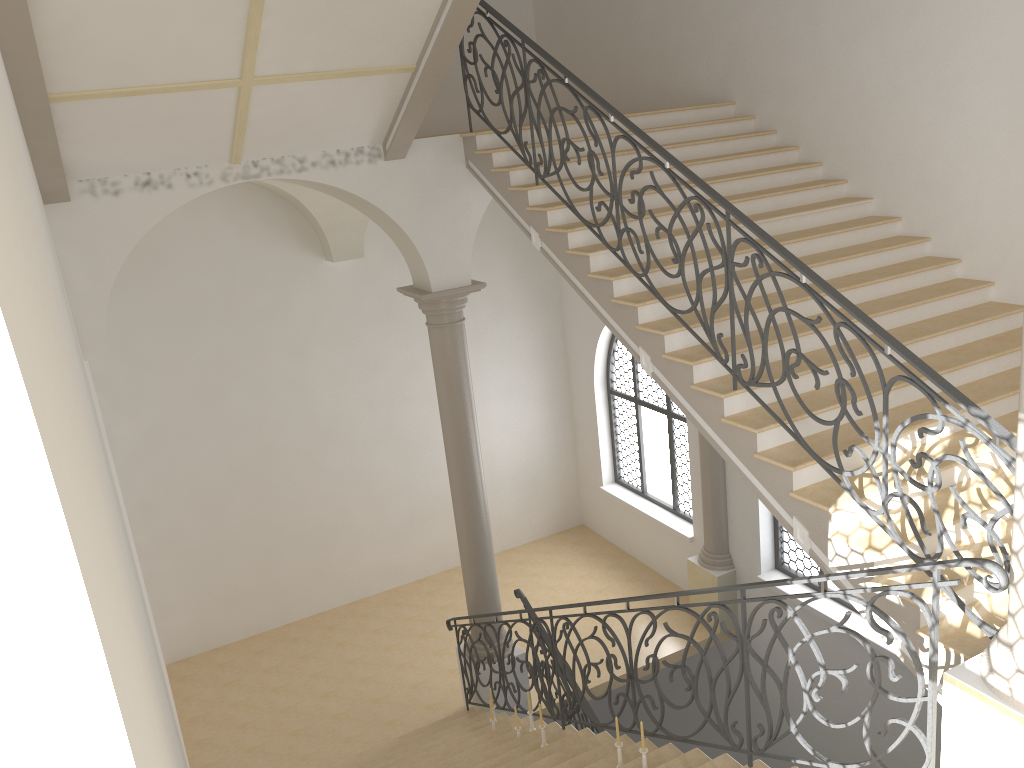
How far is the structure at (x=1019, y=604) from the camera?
3.5 meters

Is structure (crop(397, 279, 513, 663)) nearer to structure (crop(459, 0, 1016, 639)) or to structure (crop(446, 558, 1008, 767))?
structure (crop(446, 558, 1008, 767))

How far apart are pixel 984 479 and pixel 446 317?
5.5m

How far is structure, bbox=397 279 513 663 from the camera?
8.8 meters

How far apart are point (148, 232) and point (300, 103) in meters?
4.7

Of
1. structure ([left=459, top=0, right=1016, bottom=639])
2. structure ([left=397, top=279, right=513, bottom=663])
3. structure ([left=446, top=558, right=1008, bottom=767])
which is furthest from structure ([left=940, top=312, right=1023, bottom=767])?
structure ([left=397, top=279, right=513, bottom=663])

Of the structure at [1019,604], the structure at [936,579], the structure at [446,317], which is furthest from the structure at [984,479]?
the structure at [446,317]

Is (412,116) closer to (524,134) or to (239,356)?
(524,134)

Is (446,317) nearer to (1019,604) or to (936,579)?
(936,579)

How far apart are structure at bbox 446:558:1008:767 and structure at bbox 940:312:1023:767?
0.1 meters
